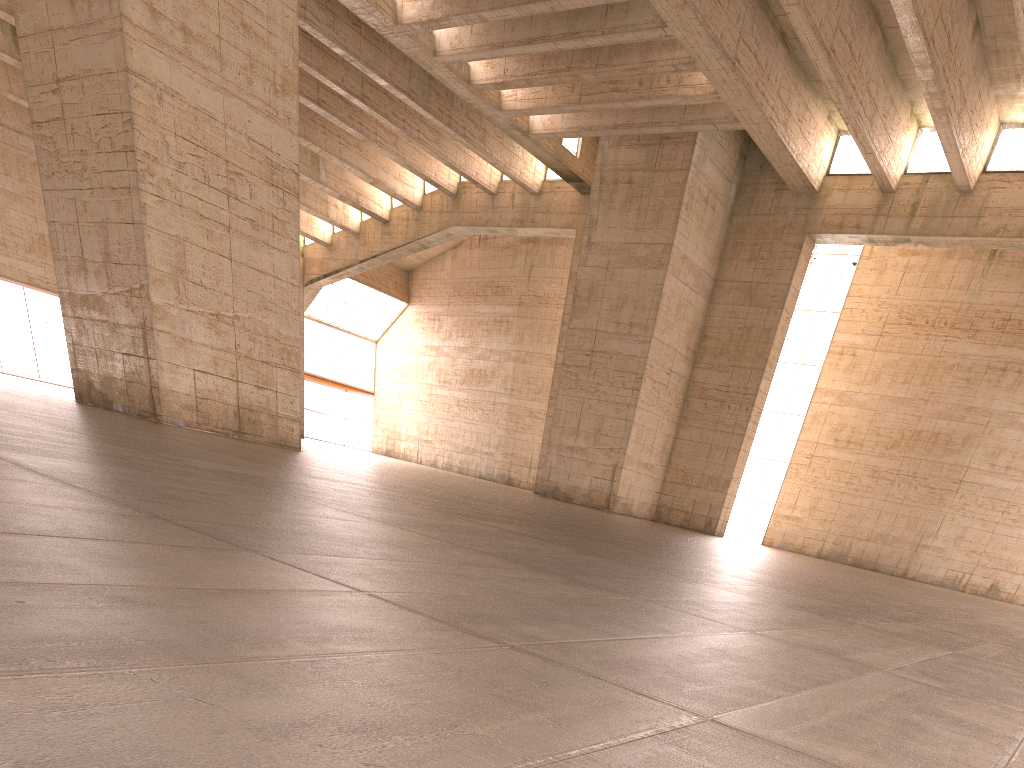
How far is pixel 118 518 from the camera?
3.0 meters
